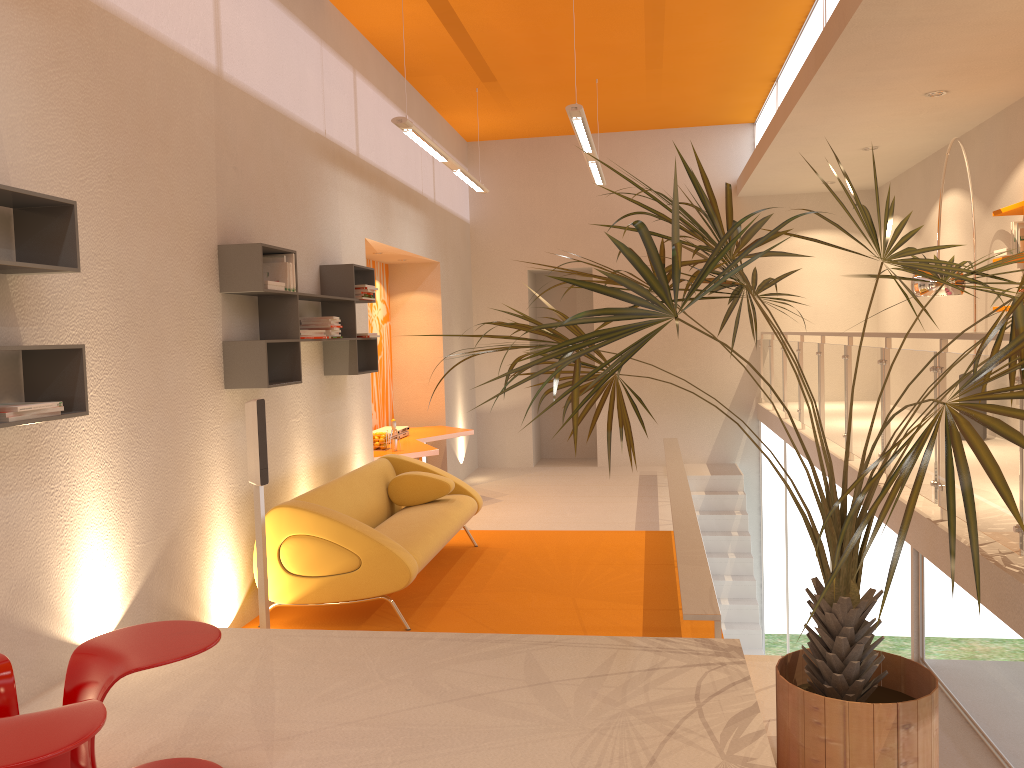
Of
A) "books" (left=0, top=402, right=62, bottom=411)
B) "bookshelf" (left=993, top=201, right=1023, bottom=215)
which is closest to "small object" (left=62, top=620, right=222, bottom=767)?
"books" (left=0, top=402, right=62, bottom=411)

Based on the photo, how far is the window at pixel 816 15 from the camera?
7.0 meters

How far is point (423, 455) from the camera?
7.8 meters

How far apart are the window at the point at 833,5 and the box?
4.4m

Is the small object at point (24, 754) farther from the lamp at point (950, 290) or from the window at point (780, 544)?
the window at point (780, 544)

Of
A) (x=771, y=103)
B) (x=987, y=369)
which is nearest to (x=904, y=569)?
(x=987, y=369)

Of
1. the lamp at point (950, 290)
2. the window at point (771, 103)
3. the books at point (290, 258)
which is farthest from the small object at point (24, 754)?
the window at point (771, 103)

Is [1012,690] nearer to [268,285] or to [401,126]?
[268,285]

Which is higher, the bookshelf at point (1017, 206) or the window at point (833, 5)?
the window at point (833, 5)

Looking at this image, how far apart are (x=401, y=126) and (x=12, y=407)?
3.99m
